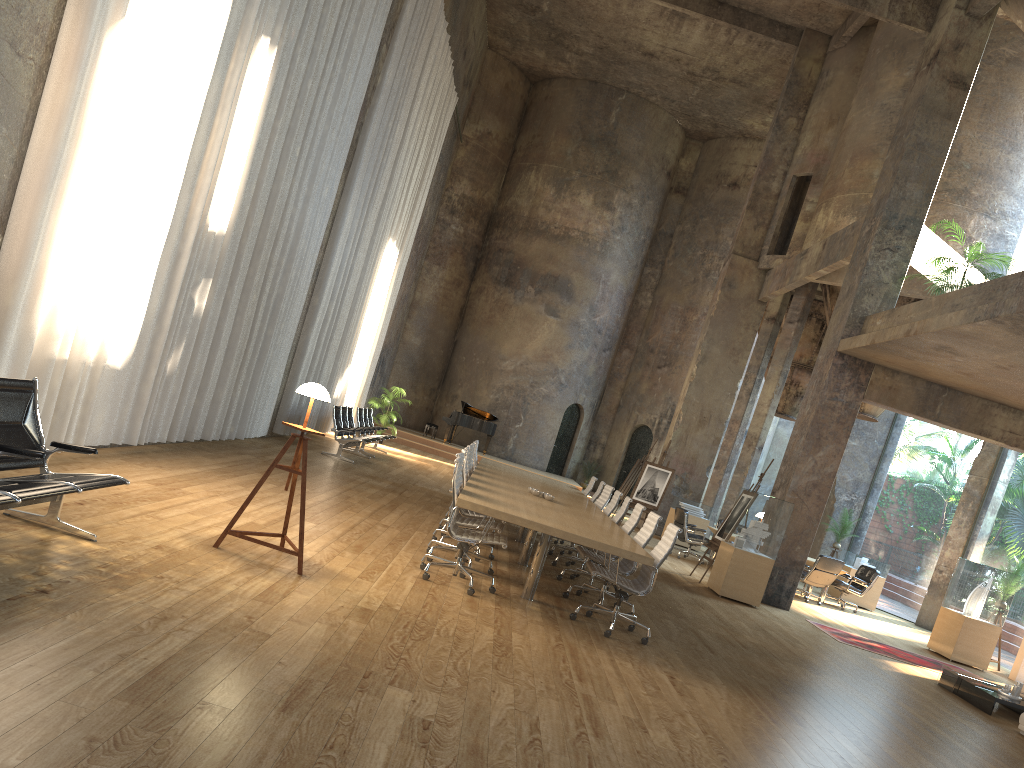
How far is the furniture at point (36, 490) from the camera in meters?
4.3 m

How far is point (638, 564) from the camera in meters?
12.9 m

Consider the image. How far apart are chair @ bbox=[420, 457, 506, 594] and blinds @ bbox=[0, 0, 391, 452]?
3.2 meters

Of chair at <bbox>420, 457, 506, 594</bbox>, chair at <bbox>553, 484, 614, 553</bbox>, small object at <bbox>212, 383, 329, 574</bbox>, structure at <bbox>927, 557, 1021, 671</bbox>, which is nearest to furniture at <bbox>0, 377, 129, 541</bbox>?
small object at <bbox>212, 383, 329, 574</bbox>

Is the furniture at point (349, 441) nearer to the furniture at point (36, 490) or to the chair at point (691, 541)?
the chair at point (691, 541)

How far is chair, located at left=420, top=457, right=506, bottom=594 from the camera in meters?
7.0

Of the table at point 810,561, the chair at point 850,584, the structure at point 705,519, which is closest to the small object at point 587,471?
the structure at point 705,519

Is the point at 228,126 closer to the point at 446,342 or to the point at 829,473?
the point at 829,473

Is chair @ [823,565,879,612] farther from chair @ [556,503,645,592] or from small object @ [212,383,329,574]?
small object @ [212,383,329,574]

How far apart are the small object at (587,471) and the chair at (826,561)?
12.2 meters
